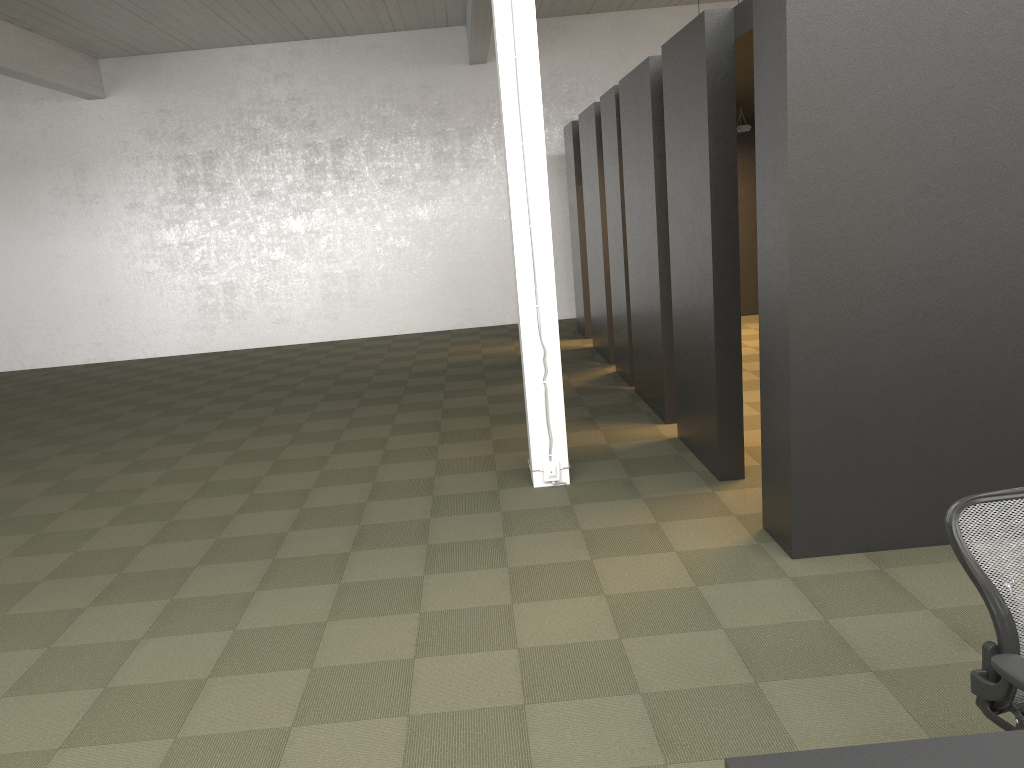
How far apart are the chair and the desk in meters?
0.4

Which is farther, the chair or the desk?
the chair

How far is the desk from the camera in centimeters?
170cm

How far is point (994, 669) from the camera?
2.2 meters

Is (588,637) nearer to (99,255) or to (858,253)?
(858,253)

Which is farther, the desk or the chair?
the chair

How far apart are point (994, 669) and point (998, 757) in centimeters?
56cm

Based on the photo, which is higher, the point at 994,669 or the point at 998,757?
the point at 998,757

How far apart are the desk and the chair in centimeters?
37cm

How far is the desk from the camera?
1.7m
